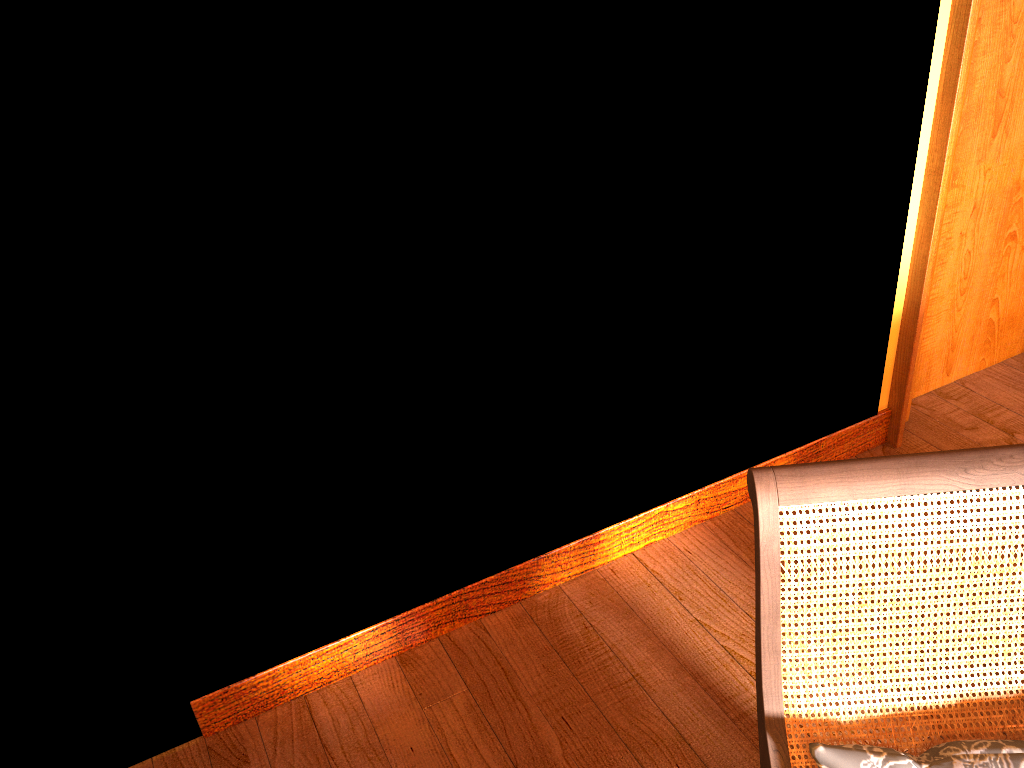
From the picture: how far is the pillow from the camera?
1.2 meters

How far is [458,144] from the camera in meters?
1.8 m

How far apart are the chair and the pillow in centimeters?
5cm

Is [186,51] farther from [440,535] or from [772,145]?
[772,145]

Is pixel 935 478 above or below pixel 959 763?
above

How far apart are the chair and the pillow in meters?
0.1

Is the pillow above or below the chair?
below

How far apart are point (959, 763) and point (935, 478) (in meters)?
0.38

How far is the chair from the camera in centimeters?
121cm

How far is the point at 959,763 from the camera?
1.2m
